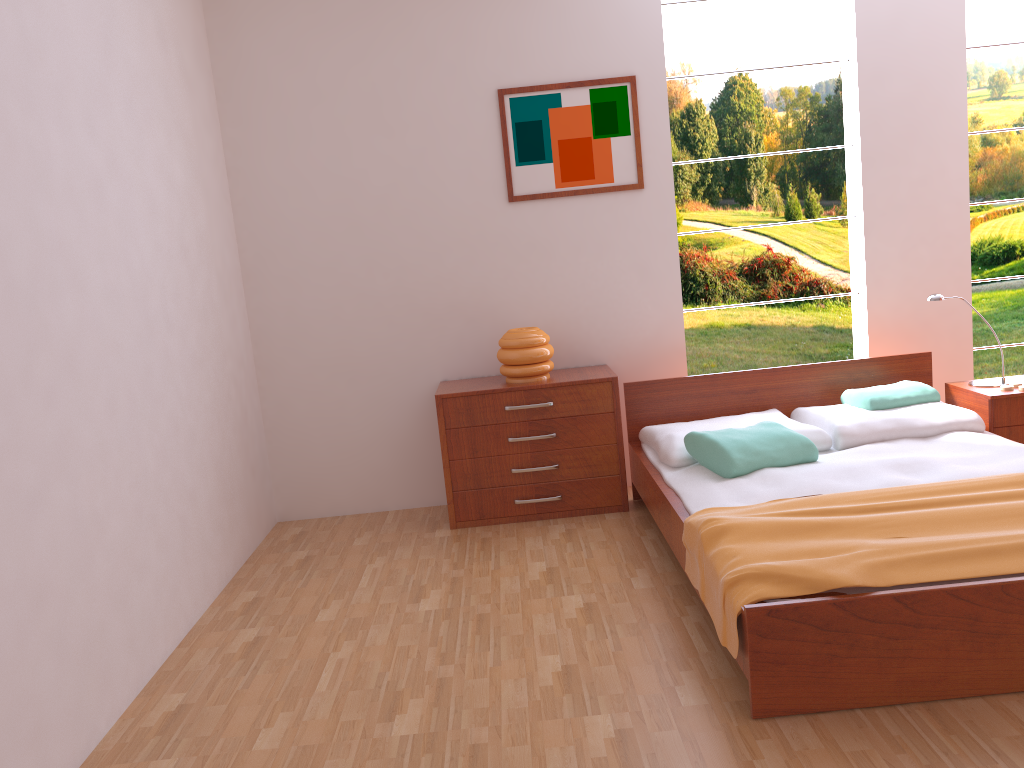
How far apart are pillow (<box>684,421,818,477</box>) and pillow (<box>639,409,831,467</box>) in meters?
0.0

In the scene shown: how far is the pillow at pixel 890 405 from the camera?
3.7m

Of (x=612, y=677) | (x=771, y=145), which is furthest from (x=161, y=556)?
(x=771, y=145)

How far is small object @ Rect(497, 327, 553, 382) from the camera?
4.0m

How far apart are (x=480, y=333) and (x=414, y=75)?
1.24m

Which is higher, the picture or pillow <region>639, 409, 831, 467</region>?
the picture

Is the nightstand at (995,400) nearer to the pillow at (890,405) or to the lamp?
the lamp

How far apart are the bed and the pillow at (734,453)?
0.02m

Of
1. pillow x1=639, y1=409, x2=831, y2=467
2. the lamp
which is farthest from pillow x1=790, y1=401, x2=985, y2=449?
the lamp

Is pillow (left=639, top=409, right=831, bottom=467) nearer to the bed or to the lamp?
the bed
